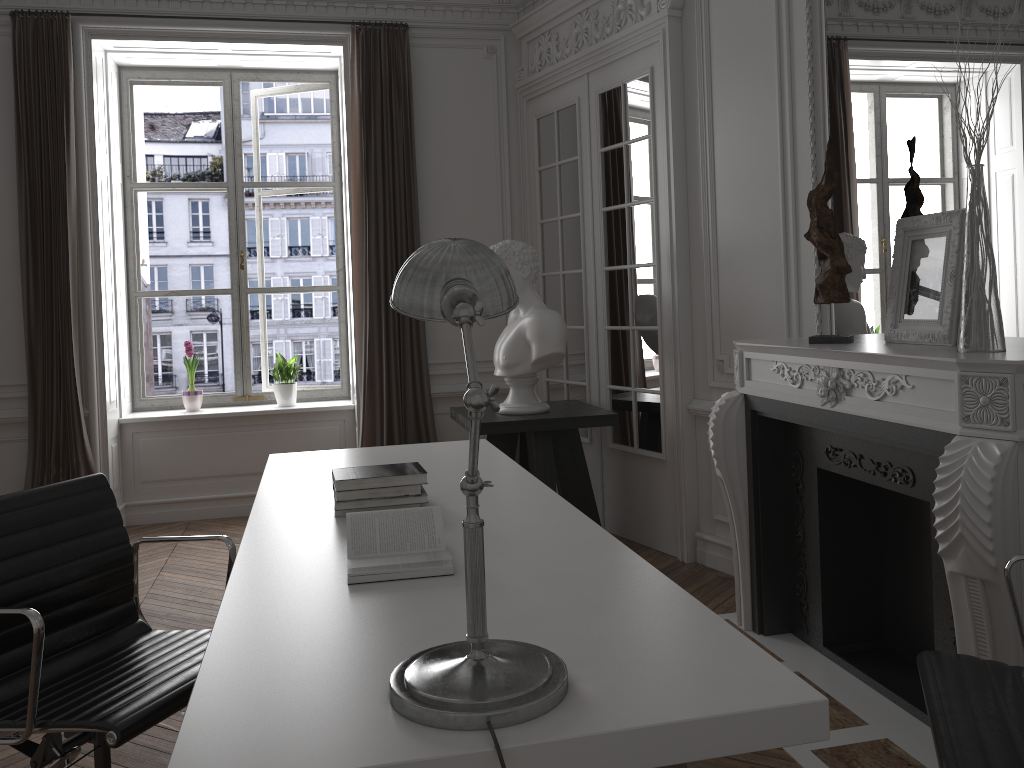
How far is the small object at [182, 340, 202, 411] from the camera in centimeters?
585cm

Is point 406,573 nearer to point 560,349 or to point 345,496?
point 345,496

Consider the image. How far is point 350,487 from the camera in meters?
2.5 m

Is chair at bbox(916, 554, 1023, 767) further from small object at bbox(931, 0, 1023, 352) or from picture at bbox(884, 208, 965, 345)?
picture at bbox(884, 208, 965, 345)

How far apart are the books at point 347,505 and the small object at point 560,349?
2.0 meters

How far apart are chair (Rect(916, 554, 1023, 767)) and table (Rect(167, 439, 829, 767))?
0.3m

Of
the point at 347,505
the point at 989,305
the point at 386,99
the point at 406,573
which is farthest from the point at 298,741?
the point at 386,99

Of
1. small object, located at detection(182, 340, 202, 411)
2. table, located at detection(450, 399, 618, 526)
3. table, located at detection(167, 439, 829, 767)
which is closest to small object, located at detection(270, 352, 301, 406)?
small object, located at detection(182, 340, 202, 411)

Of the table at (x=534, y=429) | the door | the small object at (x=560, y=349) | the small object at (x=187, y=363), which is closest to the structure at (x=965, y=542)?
the door

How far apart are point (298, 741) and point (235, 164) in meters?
5.4
